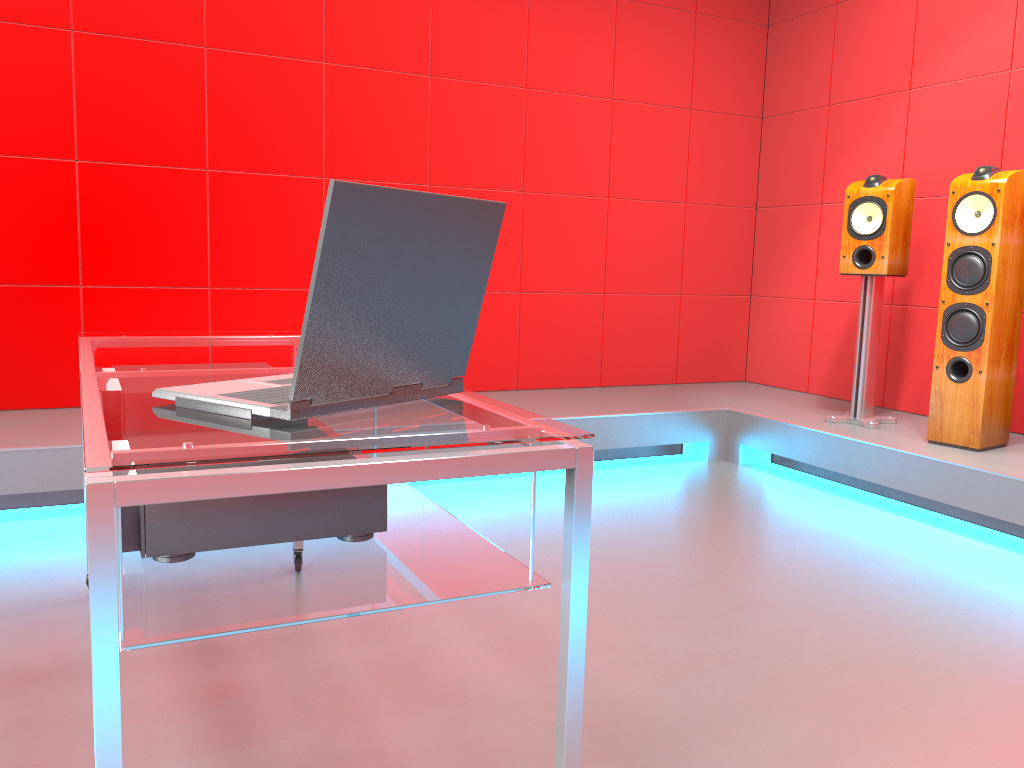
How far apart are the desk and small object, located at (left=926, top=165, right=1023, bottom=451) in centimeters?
247cm

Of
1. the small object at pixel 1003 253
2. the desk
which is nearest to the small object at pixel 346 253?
the desk

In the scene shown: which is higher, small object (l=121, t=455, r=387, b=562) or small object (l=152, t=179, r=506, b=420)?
small object (l=152, t=179, r=506, b=420)

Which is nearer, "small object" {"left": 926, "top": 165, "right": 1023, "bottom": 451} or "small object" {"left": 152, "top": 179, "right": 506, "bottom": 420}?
"small object" {"left": 152, "top": 179, "right": 506, "bottom": 420}

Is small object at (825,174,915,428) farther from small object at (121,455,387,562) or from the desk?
small object at (121,455,387,562)

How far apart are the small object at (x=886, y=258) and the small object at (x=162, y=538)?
2.97m

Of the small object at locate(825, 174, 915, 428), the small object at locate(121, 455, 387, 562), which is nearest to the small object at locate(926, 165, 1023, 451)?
the small object at locate(825, 174, 915, 428)

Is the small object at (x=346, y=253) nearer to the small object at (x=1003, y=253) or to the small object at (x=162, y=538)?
the small object at (x=162, y=538)

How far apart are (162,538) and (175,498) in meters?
0.3

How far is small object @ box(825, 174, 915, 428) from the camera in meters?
3.6 m
